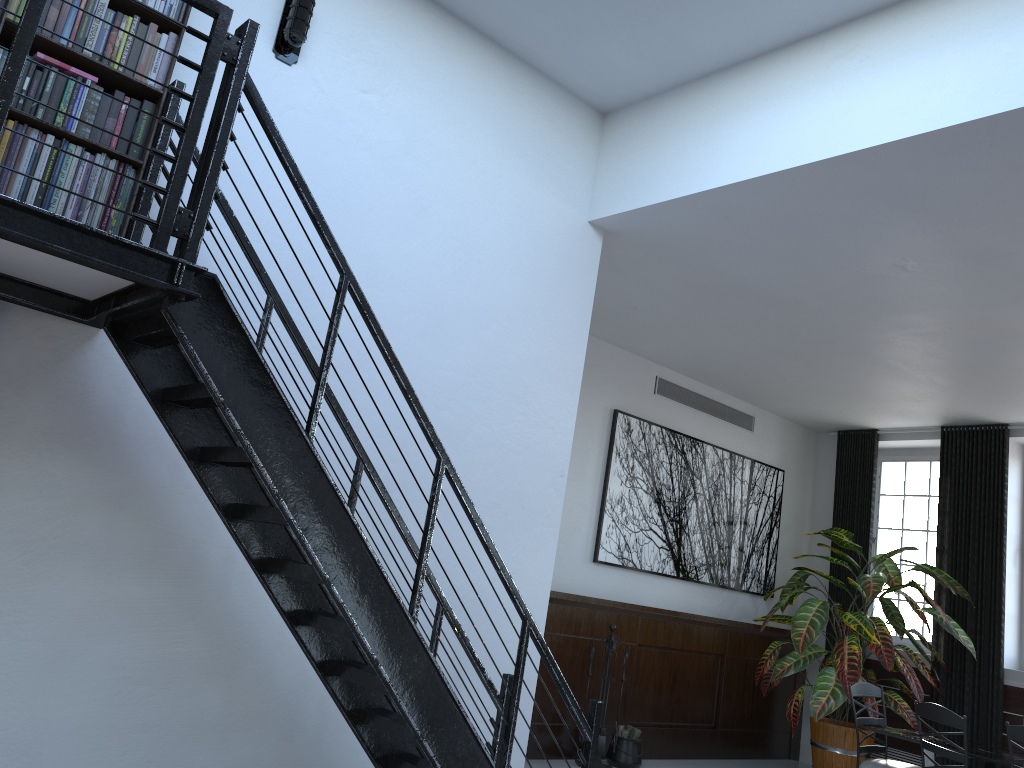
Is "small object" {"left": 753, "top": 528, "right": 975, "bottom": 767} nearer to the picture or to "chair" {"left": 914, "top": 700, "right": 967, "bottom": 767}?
the picture

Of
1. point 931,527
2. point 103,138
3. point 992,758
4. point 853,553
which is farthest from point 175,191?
point 931,527

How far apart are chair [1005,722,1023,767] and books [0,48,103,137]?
5.51m

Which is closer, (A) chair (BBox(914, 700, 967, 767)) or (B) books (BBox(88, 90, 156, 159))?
(B) books (BBox(88, 90, 156, 159))

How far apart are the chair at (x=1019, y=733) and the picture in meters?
3.1

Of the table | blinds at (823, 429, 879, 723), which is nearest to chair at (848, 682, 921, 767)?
the table

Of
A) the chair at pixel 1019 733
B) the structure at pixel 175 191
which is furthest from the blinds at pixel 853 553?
the structure at pixel 175 191

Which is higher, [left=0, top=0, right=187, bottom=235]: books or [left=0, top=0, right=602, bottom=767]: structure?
[left=0, top=0, right=187, bottom=235]: books

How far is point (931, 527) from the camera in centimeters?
875cm

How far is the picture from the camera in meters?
7.5 m
